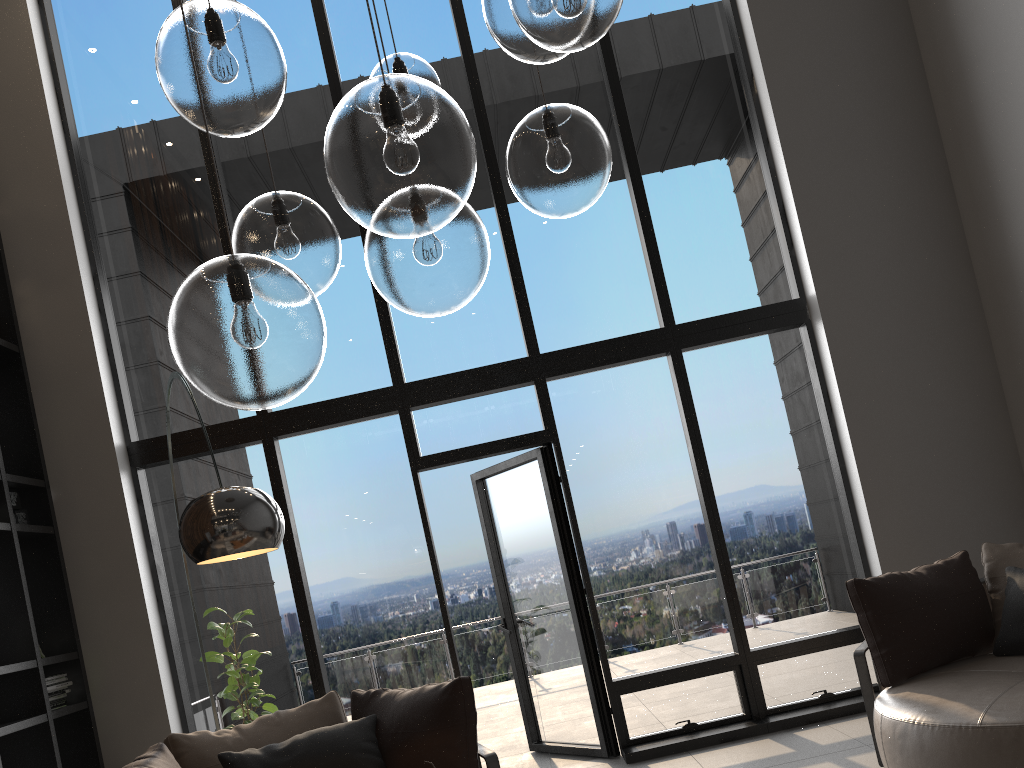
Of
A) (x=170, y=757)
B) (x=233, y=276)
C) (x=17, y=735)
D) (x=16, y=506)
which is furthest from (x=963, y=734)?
(x=16, y=506)

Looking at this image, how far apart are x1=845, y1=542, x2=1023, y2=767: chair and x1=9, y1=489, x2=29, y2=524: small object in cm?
442

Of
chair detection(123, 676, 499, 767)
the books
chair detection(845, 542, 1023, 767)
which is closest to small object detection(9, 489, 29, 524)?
the books

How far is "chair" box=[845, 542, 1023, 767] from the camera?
3.1m

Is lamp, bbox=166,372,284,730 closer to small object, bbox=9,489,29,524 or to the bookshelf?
the bookshelf

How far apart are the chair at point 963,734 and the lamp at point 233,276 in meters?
2.4 m

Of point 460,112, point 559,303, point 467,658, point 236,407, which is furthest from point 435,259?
point 467,658

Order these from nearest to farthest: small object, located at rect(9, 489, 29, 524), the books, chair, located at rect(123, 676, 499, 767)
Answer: chair, located at rect(123, 676, 499, 767) < the books < small object, located at rect(9, 489, 29, 524)

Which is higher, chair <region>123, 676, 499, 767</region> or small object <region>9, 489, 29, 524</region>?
small object <region>9, 489, 29, 524</region>

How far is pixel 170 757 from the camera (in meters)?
3.32
